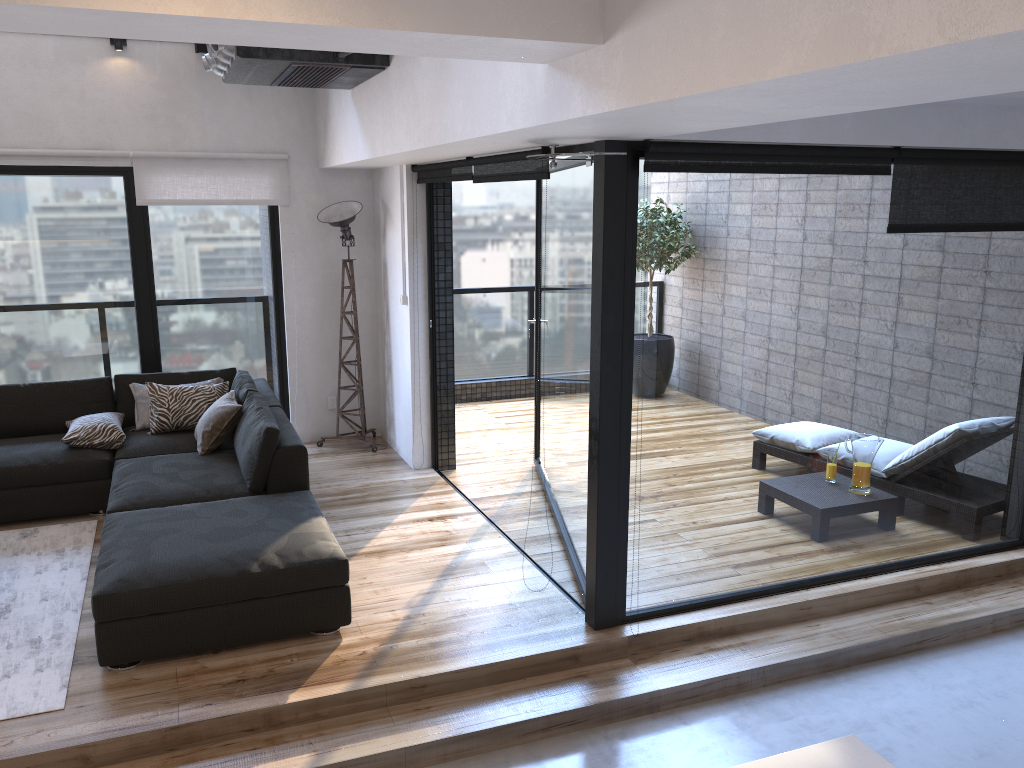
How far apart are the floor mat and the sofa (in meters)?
0.13

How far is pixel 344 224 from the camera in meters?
6.3

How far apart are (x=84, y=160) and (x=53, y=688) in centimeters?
385cm

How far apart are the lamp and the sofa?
0.7m

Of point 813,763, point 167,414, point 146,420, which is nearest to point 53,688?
point 167,414

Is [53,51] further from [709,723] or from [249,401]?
[709,723]

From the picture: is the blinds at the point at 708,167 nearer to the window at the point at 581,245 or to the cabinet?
the window at the point at 581,245

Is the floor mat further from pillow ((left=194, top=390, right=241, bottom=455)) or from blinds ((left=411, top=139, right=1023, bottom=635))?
blinds ((left=411, top=139, right=1023, bottom=635))

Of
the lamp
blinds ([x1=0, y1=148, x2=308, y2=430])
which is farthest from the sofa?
blinds ([x1=0, y1=148, x2=308, y2=430])

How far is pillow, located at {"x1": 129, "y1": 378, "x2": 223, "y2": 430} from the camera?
5.7m
